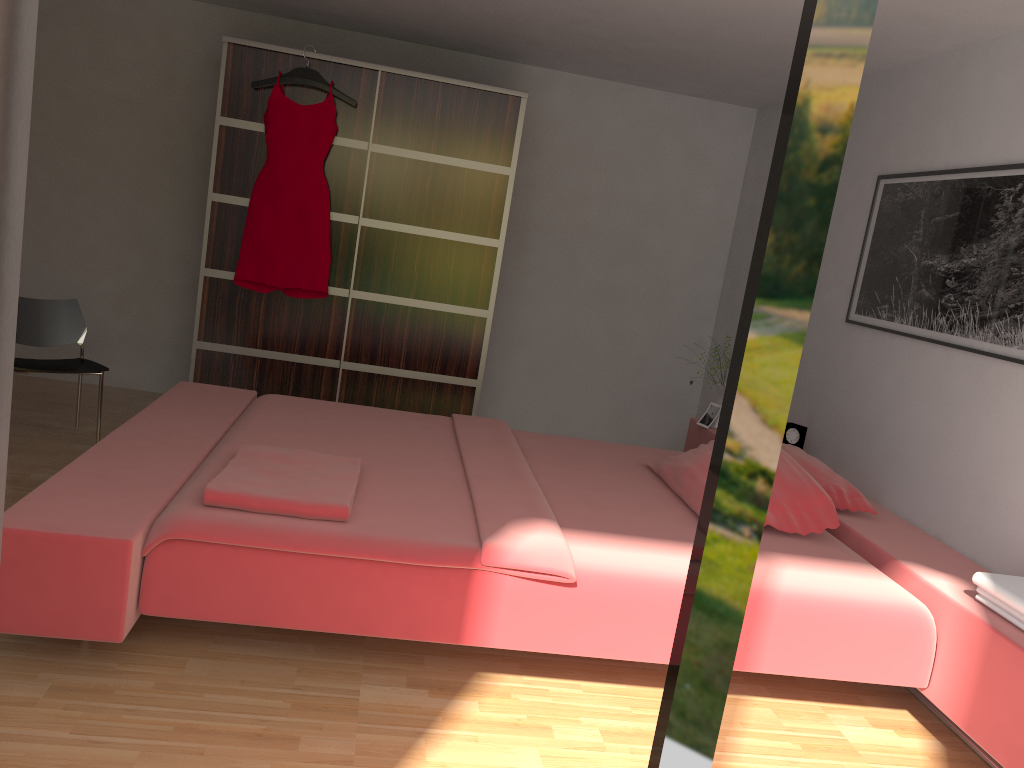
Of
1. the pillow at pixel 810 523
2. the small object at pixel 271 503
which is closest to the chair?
the small object at pixel 271 503

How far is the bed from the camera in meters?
2.2 m

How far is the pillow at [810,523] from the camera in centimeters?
298cm

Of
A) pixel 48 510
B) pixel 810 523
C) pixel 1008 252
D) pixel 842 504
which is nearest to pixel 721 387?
pixel 842 504

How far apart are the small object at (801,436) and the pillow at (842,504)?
0.49m

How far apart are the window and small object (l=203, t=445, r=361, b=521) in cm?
164

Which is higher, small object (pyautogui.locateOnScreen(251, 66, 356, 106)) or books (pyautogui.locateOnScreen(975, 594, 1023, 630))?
small object (pyautogui.locateOnScreen(251, 66, 356, 106))

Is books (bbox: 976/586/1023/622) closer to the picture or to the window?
the picture

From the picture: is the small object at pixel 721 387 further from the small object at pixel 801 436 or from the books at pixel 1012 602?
the books at pixel 1012 602

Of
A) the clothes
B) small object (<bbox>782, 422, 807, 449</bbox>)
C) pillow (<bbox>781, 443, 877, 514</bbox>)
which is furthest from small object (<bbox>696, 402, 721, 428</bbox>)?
the clothes
